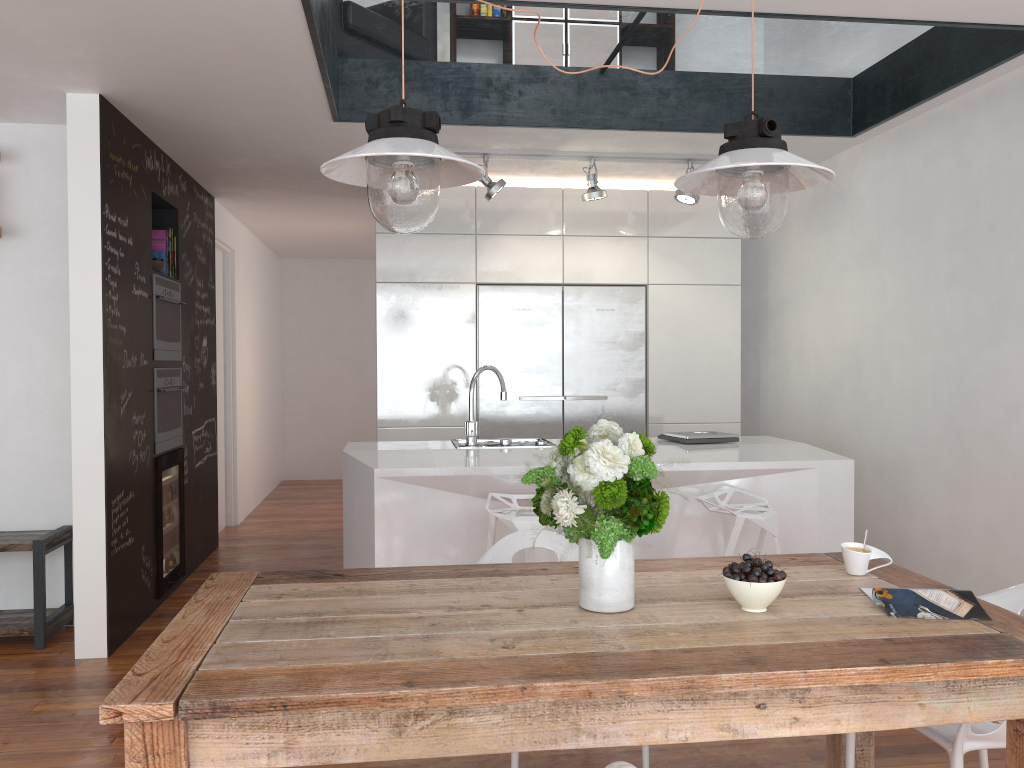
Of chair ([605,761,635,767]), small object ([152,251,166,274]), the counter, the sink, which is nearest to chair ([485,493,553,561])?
the counter

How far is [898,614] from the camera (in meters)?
2.01

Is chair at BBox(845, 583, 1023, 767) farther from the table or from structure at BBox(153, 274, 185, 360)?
structure at BBox(153, 274, 185, 360)

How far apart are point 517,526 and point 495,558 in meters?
0.4 m

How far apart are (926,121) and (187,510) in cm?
464

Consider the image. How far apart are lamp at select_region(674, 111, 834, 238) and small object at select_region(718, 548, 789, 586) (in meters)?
0.76

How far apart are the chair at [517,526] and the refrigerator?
1.9m

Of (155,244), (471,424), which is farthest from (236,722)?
(155,244)

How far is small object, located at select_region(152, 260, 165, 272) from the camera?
4.88m

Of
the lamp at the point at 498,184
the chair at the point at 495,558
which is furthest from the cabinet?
the chair at the point at 495,558
